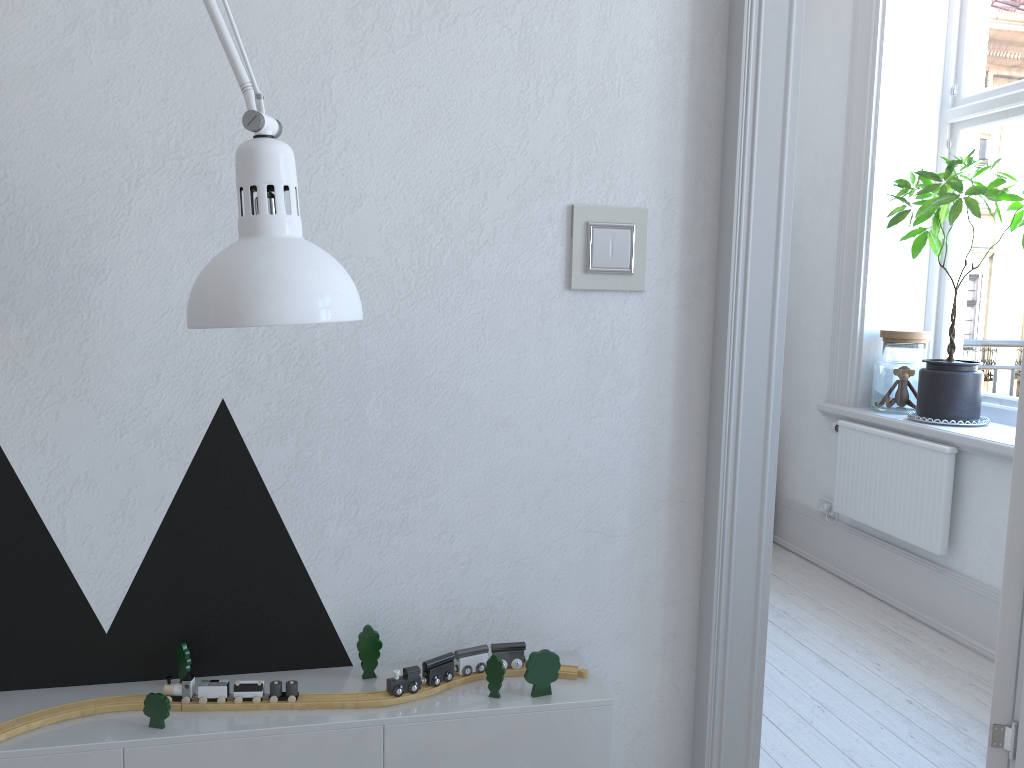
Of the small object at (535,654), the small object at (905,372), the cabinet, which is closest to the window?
the small object at (905,372)

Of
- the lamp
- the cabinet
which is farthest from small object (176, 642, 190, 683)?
the lamp

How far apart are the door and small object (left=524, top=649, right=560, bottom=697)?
0.3m

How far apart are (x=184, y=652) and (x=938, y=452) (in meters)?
2.79

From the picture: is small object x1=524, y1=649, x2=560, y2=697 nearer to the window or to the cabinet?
the cabinet

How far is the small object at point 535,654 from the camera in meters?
1.3 m

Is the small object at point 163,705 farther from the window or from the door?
the window

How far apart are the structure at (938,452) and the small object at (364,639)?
2.5m

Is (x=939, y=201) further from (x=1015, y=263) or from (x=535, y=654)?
(x=535, y=654)

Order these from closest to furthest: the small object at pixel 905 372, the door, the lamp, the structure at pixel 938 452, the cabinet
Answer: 1. the lamp
2. the cabinet
3. the door
4. the structure at pixel 938 452
5. the small object at pixel 905 372
